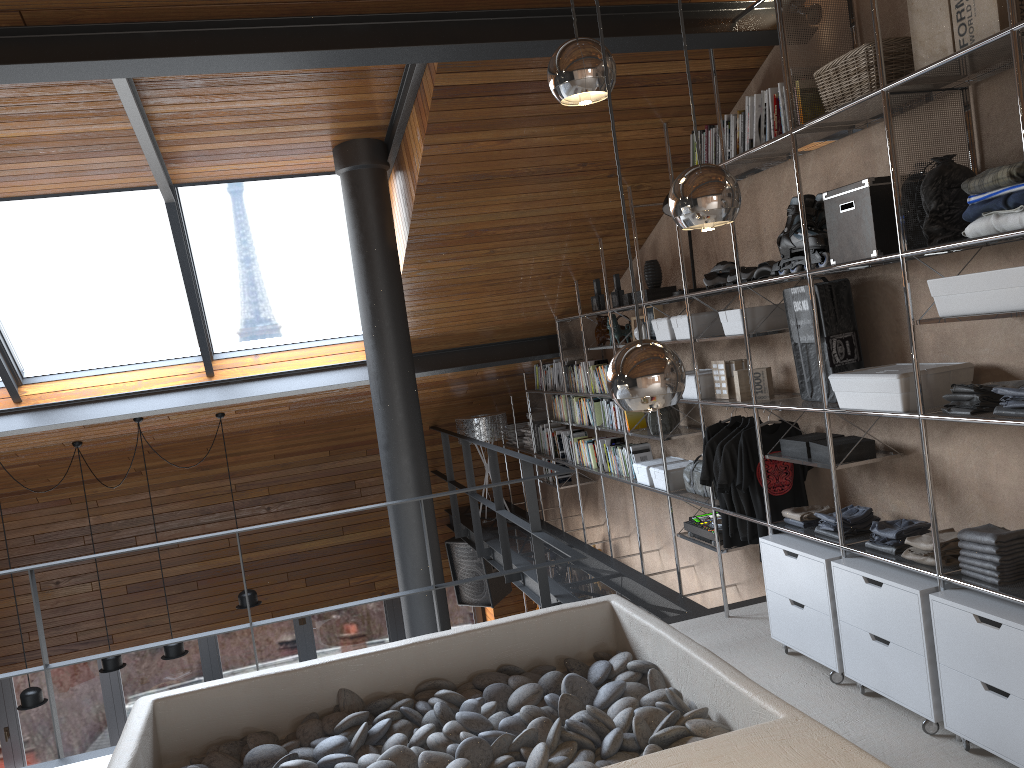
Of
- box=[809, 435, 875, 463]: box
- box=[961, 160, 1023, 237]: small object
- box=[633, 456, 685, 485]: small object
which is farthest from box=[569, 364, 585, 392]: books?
box=[961, 160, 1023, 237]: small object

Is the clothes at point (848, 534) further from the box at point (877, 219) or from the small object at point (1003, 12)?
the small object at point (1003, 12)

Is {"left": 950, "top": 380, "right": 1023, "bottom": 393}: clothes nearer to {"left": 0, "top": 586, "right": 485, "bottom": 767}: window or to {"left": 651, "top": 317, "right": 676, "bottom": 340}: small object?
{"left": 651, "top": 317, "right": 676, "bottom": 340}: small object

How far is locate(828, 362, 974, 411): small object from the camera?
3.23m

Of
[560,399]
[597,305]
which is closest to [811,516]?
[597,305]

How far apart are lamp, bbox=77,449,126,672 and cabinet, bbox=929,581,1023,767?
6.3 meters

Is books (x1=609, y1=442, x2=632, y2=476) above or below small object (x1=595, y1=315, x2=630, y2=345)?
below

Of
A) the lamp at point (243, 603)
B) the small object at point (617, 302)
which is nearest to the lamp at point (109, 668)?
the lamp at point (243, 603)

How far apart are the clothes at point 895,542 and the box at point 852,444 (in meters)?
0.36

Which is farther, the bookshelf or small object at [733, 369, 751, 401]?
Answer: small object at [733, 369, 751, 401]
